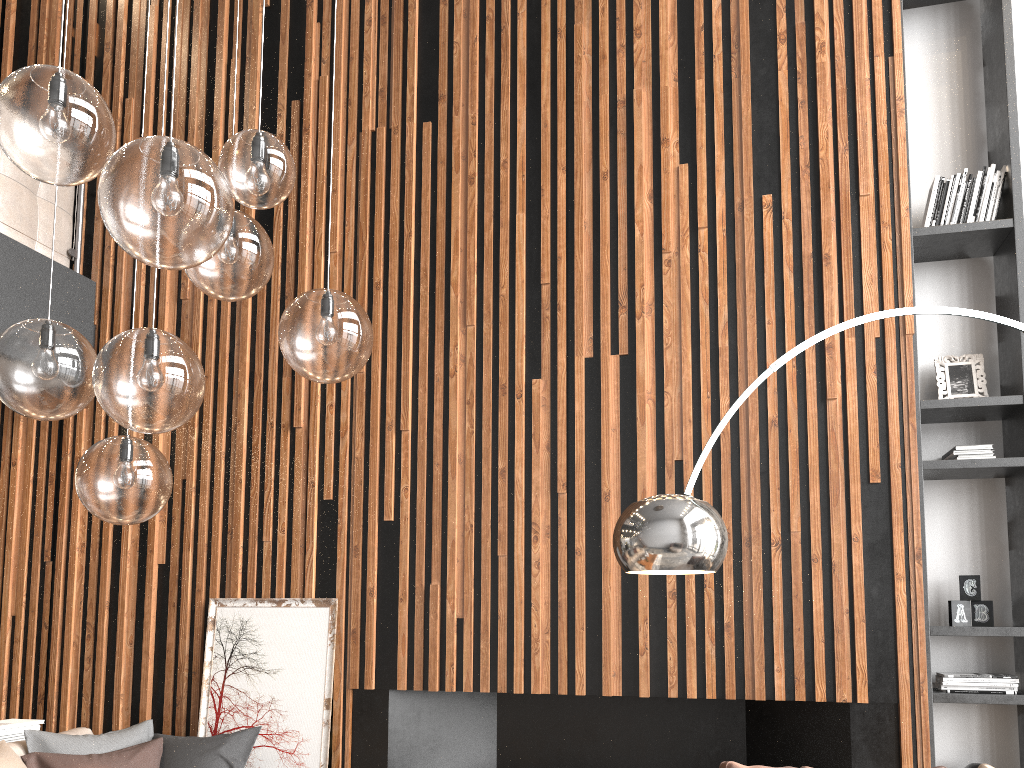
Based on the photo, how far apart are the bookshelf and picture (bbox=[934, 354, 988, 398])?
0.1m

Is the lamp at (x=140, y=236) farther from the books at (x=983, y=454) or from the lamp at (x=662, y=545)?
the books at (x=983, y=454)

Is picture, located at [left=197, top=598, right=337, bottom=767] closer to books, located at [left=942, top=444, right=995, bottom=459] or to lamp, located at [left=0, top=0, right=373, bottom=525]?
lamp, located at [left=0, top=0, right=373, bottom=525]

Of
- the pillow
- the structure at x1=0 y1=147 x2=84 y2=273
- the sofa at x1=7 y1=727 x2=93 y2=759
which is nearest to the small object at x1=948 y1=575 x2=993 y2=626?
the pillow

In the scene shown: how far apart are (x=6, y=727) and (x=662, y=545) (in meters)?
3.35

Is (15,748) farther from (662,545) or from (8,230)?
(662,545)

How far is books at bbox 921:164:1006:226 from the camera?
4.19m

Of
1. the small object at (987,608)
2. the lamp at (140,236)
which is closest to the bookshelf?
the small object at (987,608)

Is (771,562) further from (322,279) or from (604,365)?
(322,279)

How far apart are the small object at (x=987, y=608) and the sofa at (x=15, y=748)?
4.01m
